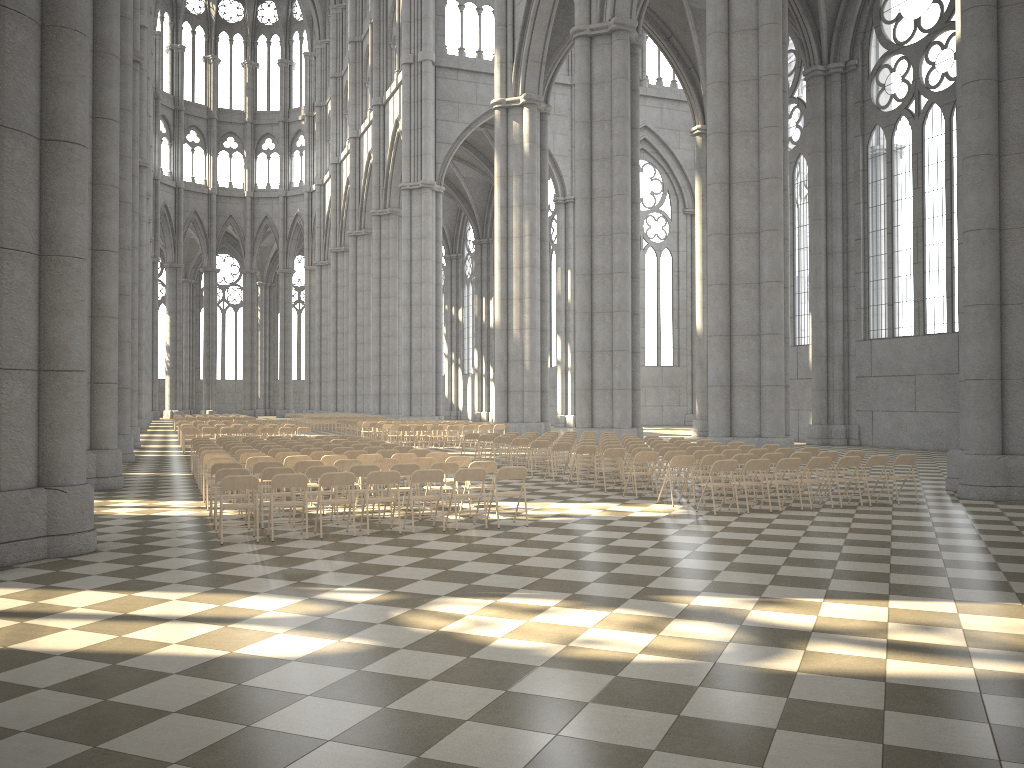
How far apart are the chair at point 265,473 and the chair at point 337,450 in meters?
4.8

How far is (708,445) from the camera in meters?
18.5 m

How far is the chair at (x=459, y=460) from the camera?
14.03m

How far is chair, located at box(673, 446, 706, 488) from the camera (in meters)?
16.95

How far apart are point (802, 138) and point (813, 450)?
22.8m

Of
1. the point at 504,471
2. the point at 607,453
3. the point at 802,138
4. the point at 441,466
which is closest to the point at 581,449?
the point at 607,453

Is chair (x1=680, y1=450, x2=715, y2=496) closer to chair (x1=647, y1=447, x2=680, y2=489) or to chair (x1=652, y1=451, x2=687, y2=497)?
chair (x1=652, y1=451, x2=687, y2=497)

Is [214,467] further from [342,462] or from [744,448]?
[744,448]

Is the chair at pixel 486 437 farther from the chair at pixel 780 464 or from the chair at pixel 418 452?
the chair at pixel 780 464

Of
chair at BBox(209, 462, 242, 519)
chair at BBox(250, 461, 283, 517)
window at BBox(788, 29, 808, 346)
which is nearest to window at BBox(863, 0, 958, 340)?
window at BBox(788, 29, 808, 346)
